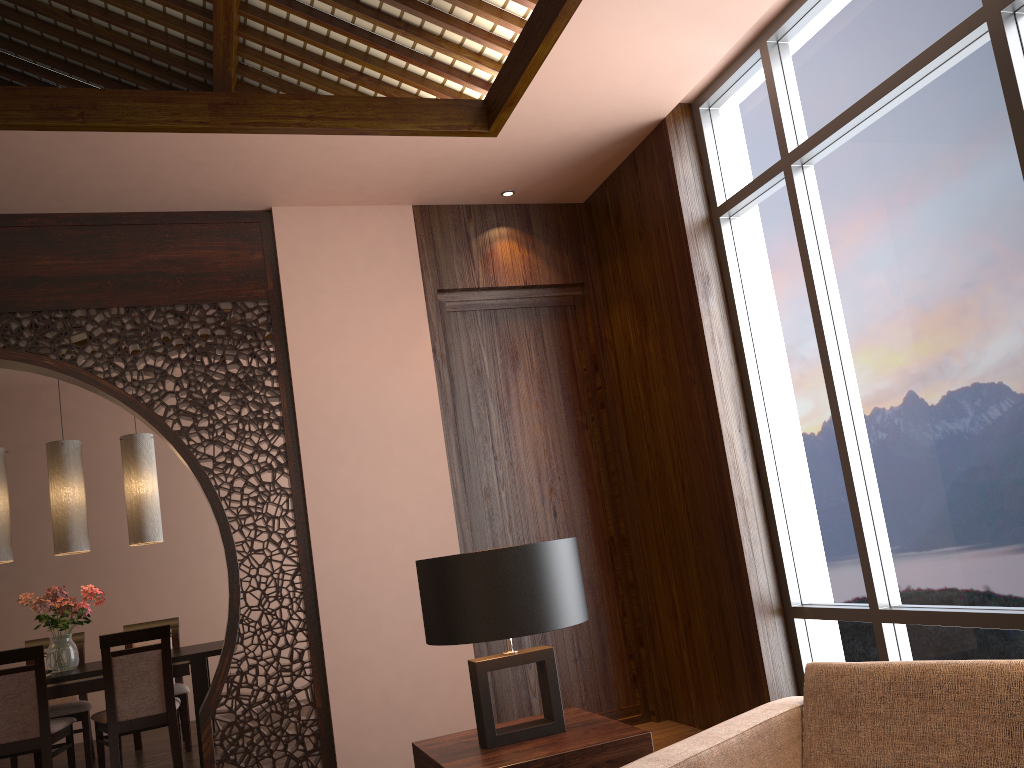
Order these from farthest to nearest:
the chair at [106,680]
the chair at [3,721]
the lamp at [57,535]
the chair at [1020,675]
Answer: the lamp at [57,535], the chair at [106,680], the chair at [3,721], the chair at [1020,675]

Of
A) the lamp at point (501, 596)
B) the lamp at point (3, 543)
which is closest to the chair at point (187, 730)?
the lamp at point (3, 543)

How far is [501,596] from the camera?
2.15m

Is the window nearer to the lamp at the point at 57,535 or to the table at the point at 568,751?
the table at the point at 568,751

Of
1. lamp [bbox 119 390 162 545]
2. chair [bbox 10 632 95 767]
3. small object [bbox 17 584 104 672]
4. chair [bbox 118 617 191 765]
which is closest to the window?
lamp [bbox 119 390 162 545]

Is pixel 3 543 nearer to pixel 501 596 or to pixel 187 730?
pixel 187 730

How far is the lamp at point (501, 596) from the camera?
2.1 meters

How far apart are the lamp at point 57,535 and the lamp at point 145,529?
0.26m

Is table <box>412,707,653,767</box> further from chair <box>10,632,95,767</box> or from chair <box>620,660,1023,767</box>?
chair <box>10,632,95,767</box>

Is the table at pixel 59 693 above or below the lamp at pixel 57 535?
below
